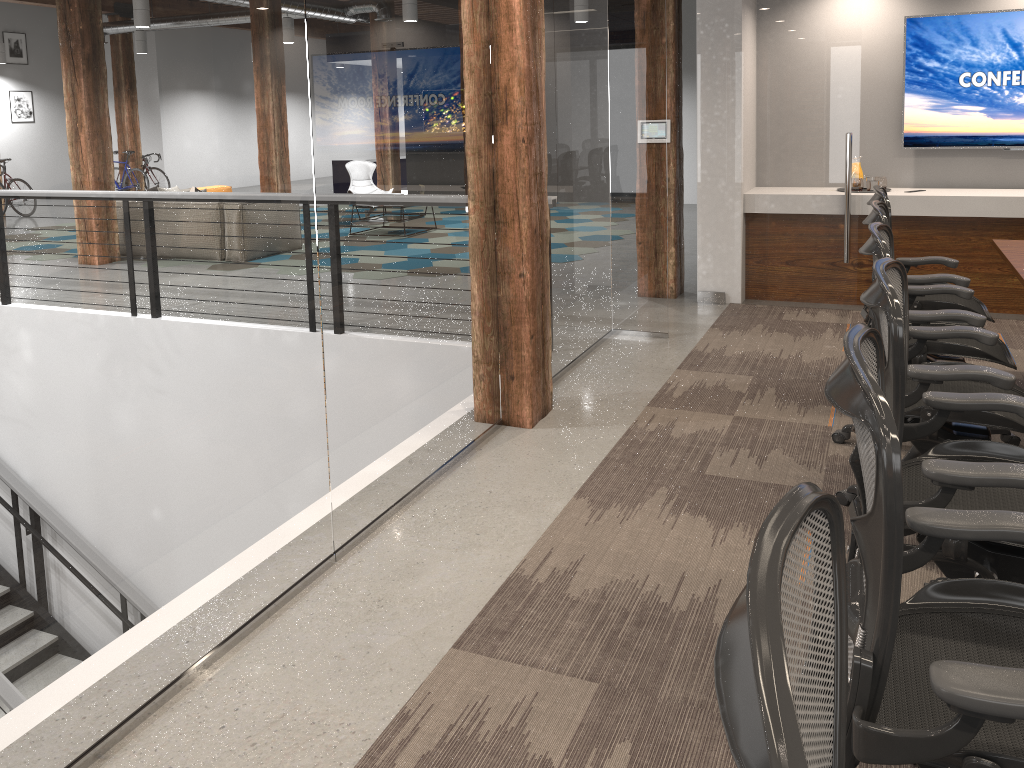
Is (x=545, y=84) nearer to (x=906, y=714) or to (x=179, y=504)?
(x=179, y=504)

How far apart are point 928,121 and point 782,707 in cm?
688

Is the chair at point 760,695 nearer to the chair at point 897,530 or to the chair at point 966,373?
the chair at point 897,530

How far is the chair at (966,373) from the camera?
2.7 meters

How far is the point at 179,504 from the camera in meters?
2.4

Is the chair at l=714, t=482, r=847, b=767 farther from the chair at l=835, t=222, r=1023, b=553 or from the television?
the television

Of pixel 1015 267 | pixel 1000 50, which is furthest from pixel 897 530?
pixel 1000 50

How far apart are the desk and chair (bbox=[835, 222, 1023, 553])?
0.8m

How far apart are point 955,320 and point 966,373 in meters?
0.8

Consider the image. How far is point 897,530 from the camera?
1.30m
